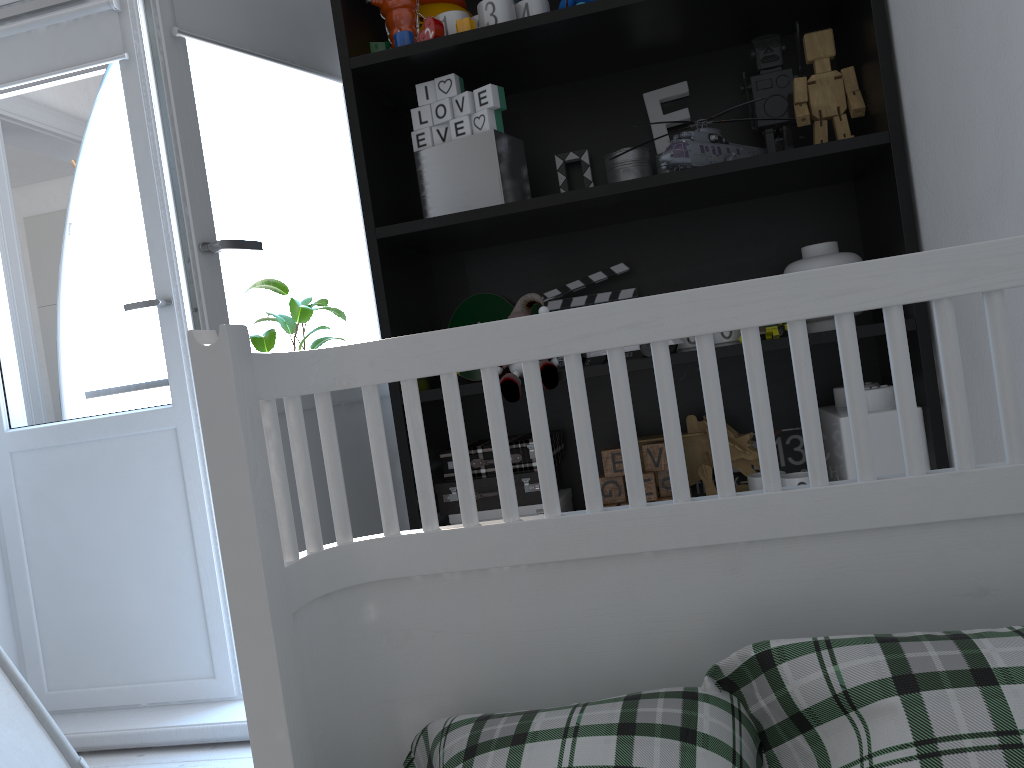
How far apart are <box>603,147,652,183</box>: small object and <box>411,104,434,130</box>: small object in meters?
0.4

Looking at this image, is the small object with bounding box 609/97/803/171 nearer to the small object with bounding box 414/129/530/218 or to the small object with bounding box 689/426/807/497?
the small object with bounding box 414/129/530/218

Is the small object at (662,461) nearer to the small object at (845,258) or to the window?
the small object at (845,258)

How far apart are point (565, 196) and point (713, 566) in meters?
1.0 m

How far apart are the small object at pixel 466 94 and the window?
1.47m

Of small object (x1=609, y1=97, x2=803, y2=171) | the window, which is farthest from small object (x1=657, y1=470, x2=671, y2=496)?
the window

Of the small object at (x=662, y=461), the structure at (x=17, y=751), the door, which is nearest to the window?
the door

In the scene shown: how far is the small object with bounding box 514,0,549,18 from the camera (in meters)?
1.61

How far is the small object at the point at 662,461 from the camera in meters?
1.6 m

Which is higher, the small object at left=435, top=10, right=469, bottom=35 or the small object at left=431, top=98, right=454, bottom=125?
the small object at left=435, top=10, right=469, bottom=35
